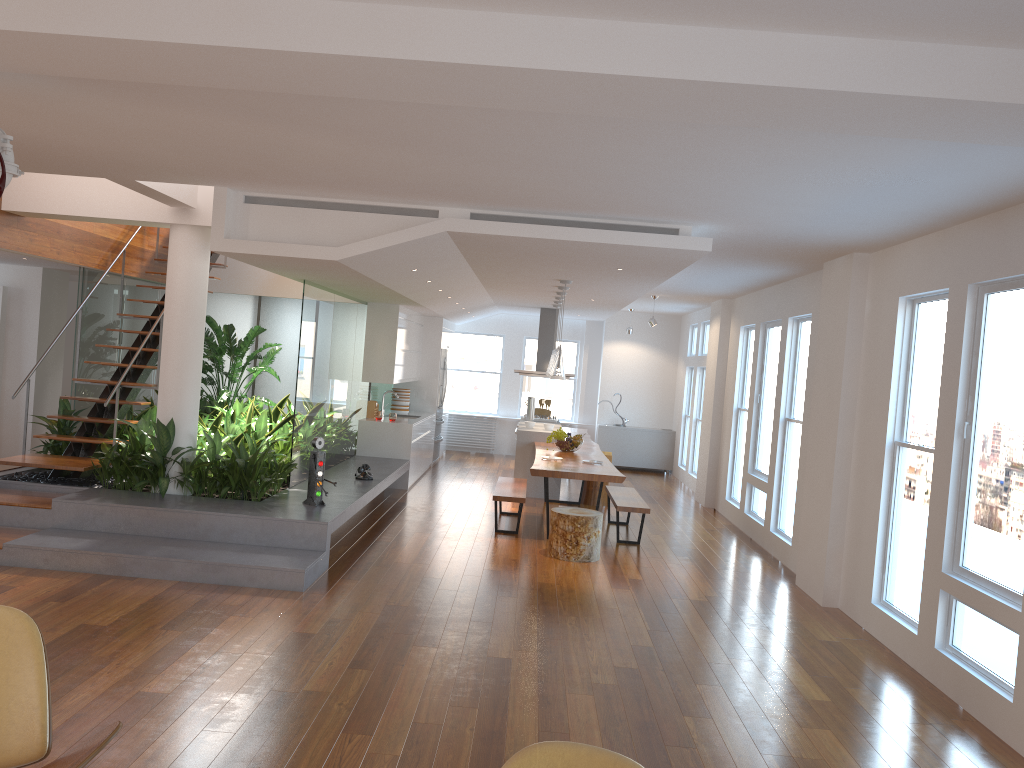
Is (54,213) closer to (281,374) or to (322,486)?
(322,486)

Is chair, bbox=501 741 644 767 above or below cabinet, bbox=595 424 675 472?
above

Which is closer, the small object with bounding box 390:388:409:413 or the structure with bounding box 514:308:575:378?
the small object with bounding box 390:388:409:413

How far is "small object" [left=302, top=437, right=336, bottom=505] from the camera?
7.2m

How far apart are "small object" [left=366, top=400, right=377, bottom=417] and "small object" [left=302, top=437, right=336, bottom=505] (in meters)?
4.07

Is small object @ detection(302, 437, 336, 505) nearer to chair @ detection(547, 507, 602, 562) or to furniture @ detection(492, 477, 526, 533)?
furniture @ detection(492, 477, 526, 533)

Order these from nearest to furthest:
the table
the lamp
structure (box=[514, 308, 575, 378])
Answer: the table → the lamp → structure (box=[514, 308, 575, 378])

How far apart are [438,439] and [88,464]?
6.74m

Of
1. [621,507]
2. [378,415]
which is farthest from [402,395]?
[621,507]

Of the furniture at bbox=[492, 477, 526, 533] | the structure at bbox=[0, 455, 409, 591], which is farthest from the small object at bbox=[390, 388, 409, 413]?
the furniture at bbox=[492, 477, 526, 533]
